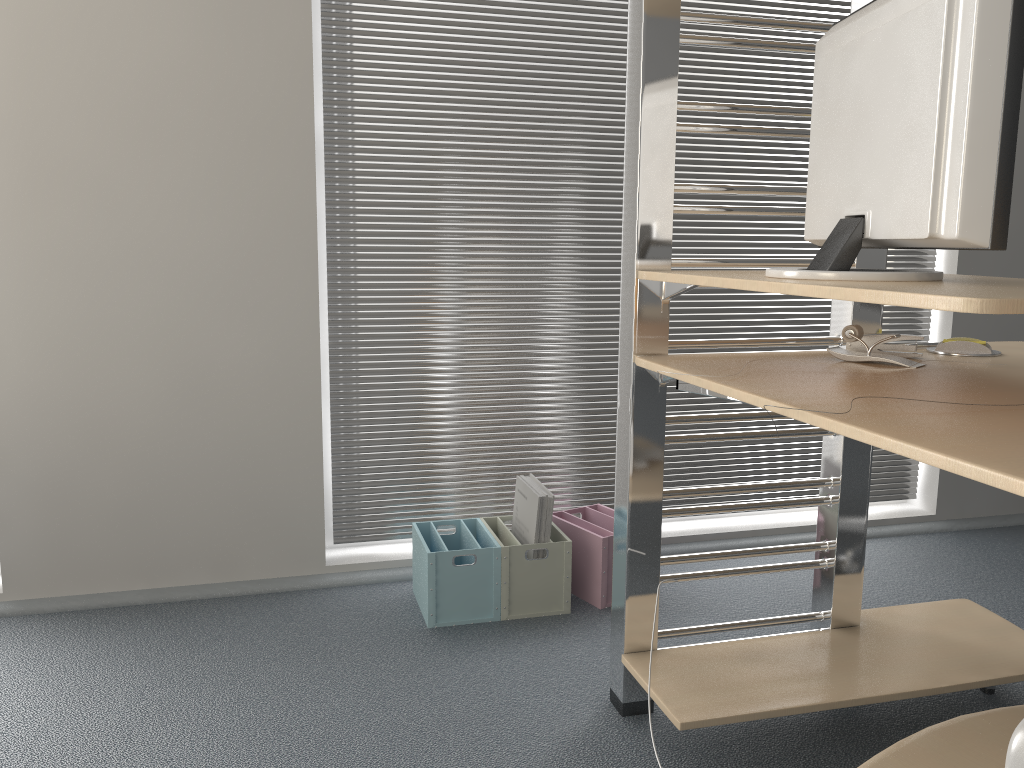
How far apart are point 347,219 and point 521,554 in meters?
1.0 m

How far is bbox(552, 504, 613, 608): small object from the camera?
2.3m

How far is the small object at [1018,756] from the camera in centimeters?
96cm

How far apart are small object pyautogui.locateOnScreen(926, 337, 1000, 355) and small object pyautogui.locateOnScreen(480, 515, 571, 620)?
0.98m

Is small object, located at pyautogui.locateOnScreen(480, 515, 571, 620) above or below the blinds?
below

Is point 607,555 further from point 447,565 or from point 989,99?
point 989,99

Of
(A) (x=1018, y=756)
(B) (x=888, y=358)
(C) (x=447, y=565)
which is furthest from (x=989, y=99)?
(C) (x=447, y=565)

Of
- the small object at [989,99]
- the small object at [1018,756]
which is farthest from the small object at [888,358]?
the small object at [1018,756]

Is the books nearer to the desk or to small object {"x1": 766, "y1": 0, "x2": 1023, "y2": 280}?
the desk

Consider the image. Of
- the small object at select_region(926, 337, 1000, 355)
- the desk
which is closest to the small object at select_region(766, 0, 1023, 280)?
the desk
